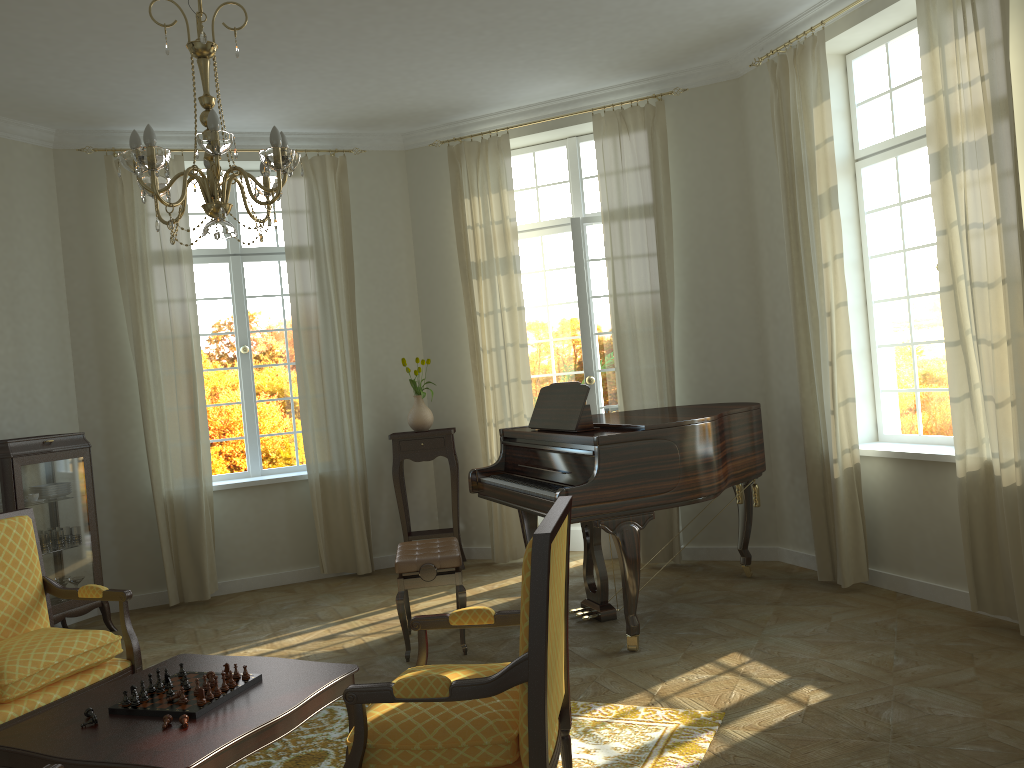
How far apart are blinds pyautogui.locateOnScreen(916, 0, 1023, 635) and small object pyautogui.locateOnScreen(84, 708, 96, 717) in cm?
409

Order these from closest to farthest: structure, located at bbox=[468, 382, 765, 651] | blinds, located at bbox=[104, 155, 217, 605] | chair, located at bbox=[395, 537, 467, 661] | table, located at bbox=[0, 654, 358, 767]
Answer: table, located at bbox=[0, 654, 358, 767]
structure, located at bbox=[468, 382, 765, 651]
chair, located at bbox=[395, 537, 467, 661]
blinds, located at bbox=[104, 155, 217, 605]

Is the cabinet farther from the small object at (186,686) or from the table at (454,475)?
the small object at (186,686)

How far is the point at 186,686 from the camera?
3.1 meters

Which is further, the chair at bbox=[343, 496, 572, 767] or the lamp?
the lamp

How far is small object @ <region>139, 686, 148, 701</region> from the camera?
3.0 meters

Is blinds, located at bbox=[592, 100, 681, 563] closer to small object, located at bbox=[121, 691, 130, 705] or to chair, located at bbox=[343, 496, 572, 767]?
chair, located at bbox=[343, 496, 572, 767]

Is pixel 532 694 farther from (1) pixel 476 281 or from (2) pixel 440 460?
(2) pixel 440 460

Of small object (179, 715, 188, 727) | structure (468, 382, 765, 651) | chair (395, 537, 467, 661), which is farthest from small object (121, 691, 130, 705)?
structure (468, 382, 765, 651)

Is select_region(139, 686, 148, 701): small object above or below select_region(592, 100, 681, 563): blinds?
below
